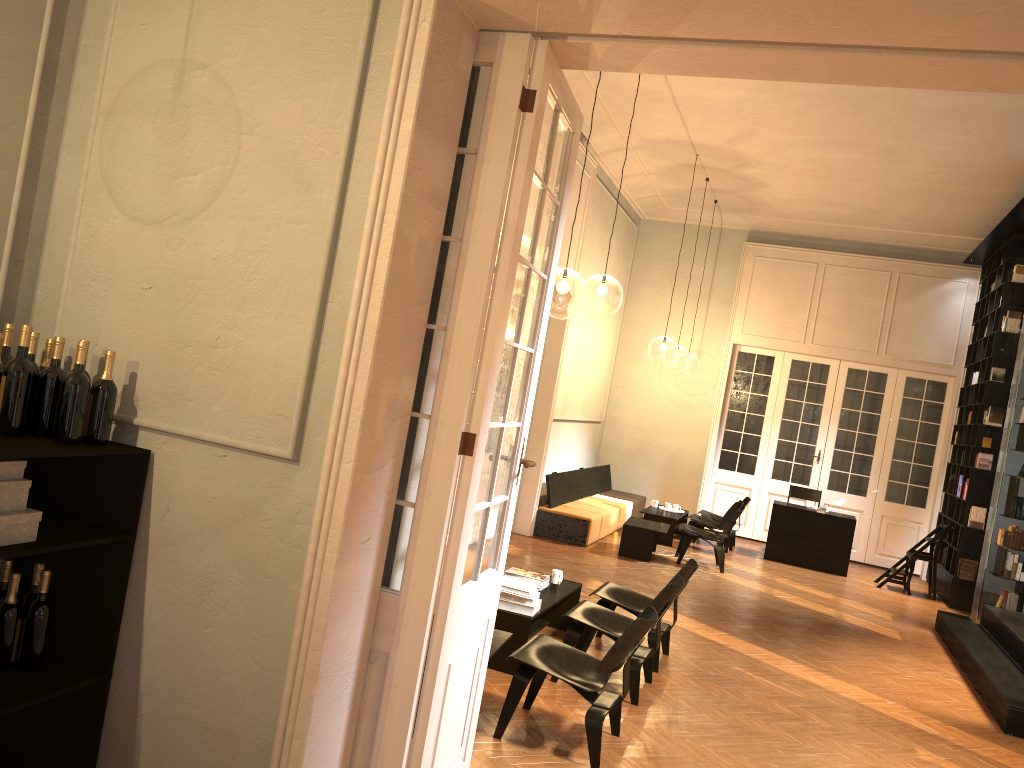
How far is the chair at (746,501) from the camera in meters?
13.3

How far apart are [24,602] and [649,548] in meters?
8.6 m

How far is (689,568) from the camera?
6.62m

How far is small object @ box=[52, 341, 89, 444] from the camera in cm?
320

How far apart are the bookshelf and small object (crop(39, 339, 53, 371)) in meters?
9.6

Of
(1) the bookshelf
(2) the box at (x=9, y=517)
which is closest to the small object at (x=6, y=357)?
(2) the box at (x=9, y=517)

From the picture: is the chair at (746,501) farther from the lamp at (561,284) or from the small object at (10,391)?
the small object at (10,391)

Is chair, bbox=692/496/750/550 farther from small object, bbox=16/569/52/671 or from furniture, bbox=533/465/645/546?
small object, bbox=16/569/52/671

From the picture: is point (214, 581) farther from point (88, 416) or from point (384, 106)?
point (384, 106)

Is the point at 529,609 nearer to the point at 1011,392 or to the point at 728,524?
the point at 728,524
